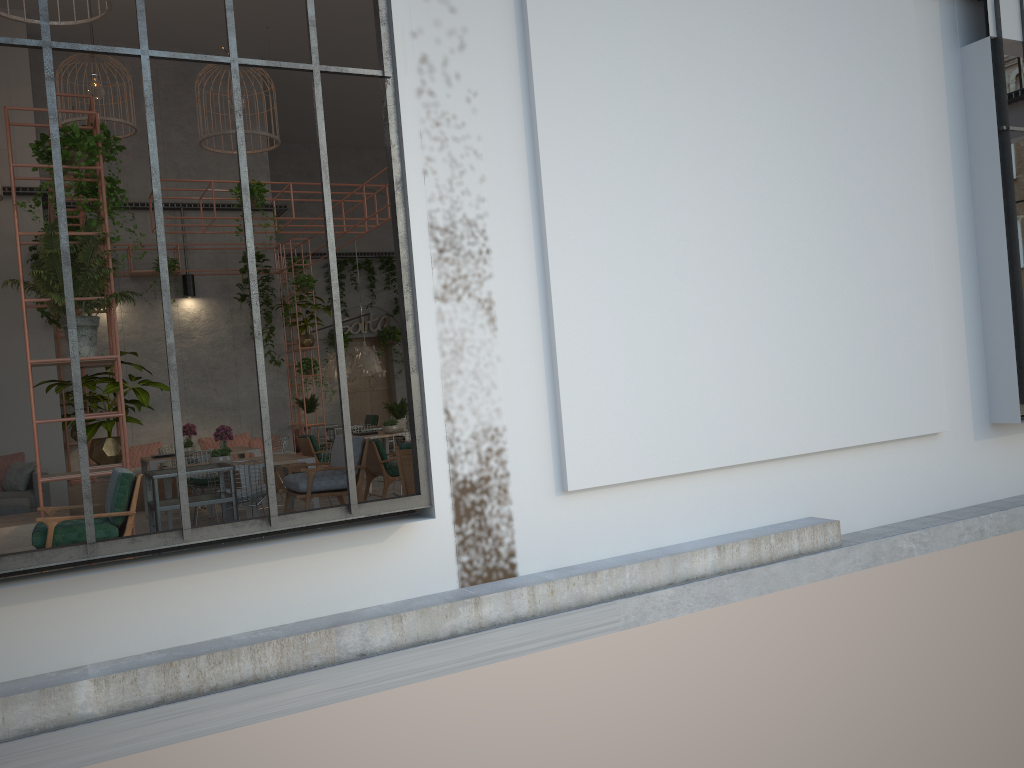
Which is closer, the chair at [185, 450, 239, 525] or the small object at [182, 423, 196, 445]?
the chair at [185, 450, 239, 525]

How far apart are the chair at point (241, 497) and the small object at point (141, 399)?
1.37m

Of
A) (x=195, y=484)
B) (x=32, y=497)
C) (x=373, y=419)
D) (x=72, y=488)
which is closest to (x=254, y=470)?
(x=195, y=484)

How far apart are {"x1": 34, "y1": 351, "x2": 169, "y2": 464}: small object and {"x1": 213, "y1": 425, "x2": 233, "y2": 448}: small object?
2.2m

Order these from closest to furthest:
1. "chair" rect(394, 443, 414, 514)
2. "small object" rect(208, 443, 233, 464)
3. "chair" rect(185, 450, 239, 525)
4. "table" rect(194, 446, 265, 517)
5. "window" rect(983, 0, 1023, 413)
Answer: "chair" rect(394, 443, 414, 514) → "window" rect(983, 0, 1023, 413) → "small object" rect(208, 443, 233, 464) → "chair" rect(185, 450, 239, 525) → "table" rect(194, 446, 265, 517)

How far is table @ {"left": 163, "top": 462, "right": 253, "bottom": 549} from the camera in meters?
9.8

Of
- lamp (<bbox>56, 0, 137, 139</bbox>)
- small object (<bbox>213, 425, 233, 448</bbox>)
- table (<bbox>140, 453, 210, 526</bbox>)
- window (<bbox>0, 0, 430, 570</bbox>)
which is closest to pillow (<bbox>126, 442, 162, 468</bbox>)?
table (<bbox>140, 453, 210, 526</bbox>)

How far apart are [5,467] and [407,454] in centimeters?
747cm

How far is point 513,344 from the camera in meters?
5.9 m

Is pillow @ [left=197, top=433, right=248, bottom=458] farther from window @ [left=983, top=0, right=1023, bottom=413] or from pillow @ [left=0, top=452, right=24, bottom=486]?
window @ [left=983, top=0, right=1023, bottom=413]
